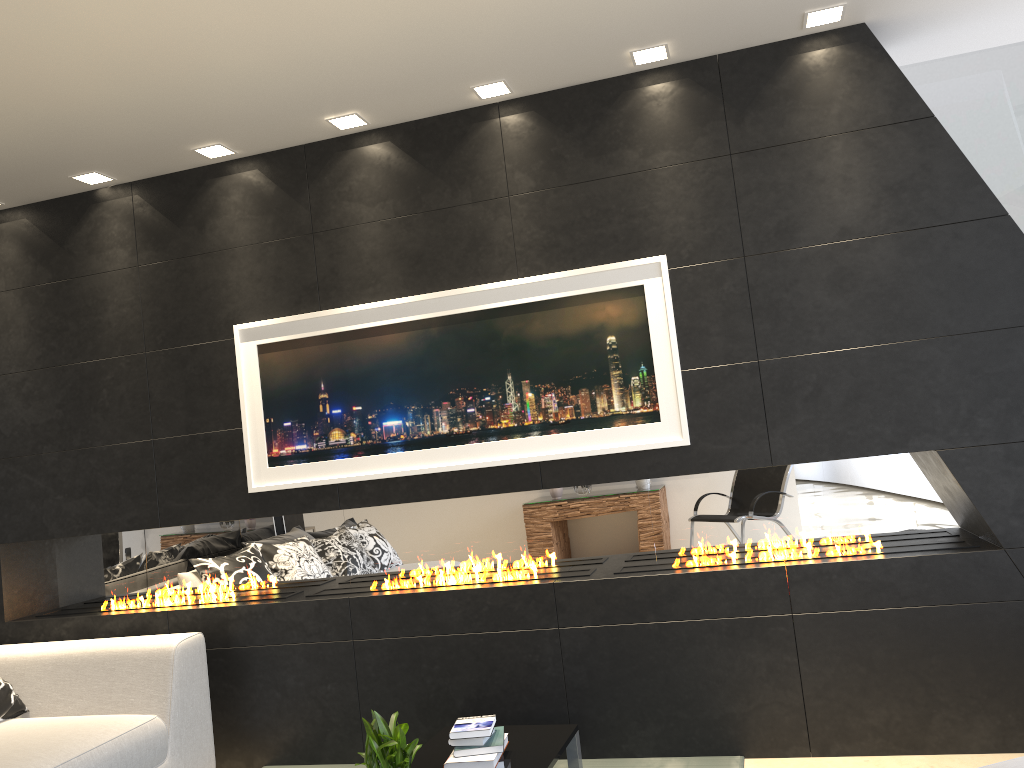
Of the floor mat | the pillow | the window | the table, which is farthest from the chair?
the pillow

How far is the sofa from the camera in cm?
337

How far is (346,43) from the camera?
3.3m

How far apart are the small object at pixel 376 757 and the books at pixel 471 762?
0.4 meters

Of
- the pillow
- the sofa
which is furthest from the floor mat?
the pillow

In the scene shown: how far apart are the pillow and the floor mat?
2.4m

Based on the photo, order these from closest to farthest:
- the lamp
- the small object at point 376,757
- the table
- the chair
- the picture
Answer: the chair → the small object at point 376,757 → the table → the lamp → the picture

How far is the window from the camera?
4.3m

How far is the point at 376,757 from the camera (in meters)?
2.79

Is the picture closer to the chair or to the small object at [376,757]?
the small object at [376,757]
